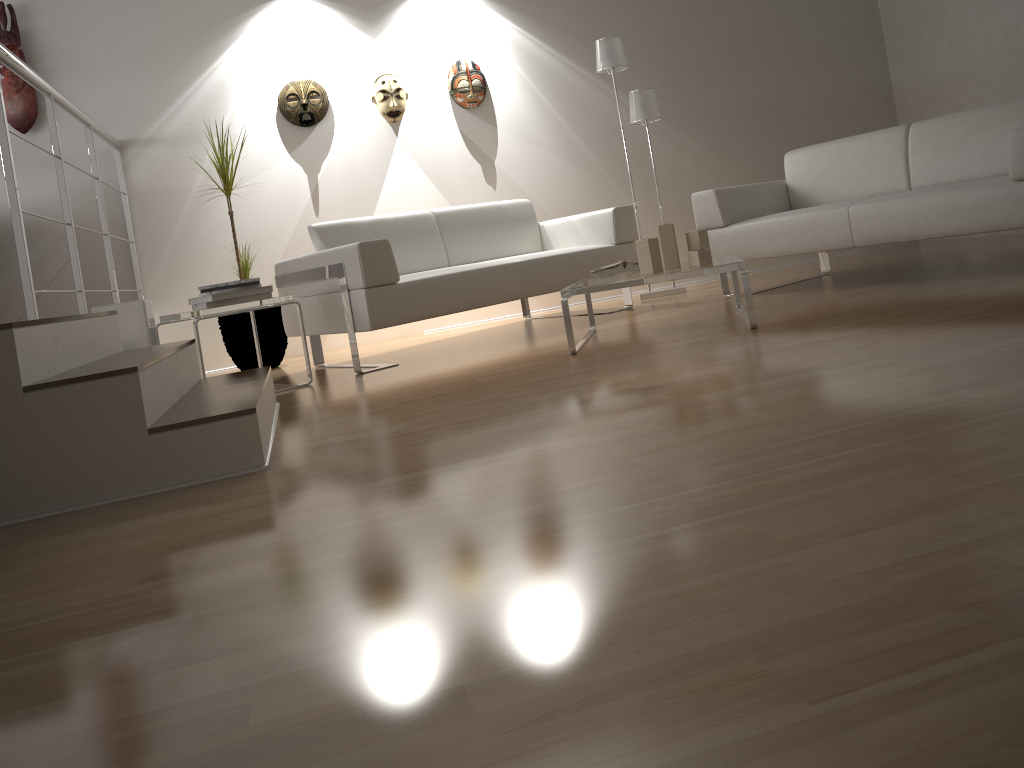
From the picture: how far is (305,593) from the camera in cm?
127

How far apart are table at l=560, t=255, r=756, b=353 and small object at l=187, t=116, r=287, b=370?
1.9 meters

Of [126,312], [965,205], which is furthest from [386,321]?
[965,205]

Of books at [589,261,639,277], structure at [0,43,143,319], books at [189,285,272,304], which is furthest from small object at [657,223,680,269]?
structure at [0,43,143,319]

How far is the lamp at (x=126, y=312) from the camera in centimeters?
336cm

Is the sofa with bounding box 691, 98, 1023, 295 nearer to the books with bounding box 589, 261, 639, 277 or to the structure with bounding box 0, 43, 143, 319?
the books with bounding box 589, 261, 639, 277

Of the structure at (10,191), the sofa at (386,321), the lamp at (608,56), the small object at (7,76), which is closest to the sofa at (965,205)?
the sofa at (386,321)

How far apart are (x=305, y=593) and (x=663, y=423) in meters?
0.9 m

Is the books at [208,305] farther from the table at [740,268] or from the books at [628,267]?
the books at [628,267]

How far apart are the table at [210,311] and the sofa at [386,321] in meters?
0.2
